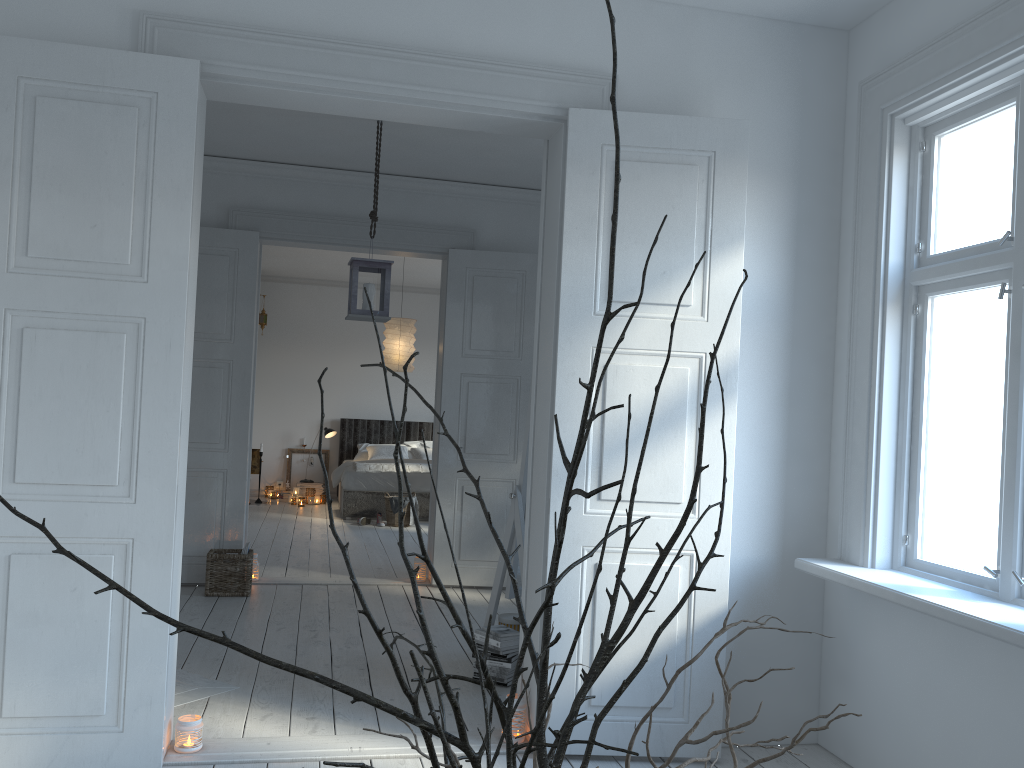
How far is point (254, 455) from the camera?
10.90m

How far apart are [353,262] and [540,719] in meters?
4.3

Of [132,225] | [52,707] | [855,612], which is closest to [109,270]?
[132,225]

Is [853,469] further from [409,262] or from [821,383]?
[409,262]

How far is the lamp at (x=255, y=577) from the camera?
5.97m

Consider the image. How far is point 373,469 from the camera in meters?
9.5 m

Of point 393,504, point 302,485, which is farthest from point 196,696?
point 302,485

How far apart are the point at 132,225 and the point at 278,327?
8.7m

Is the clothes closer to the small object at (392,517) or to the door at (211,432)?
the small object at (392,517)

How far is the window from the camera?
2.6m
